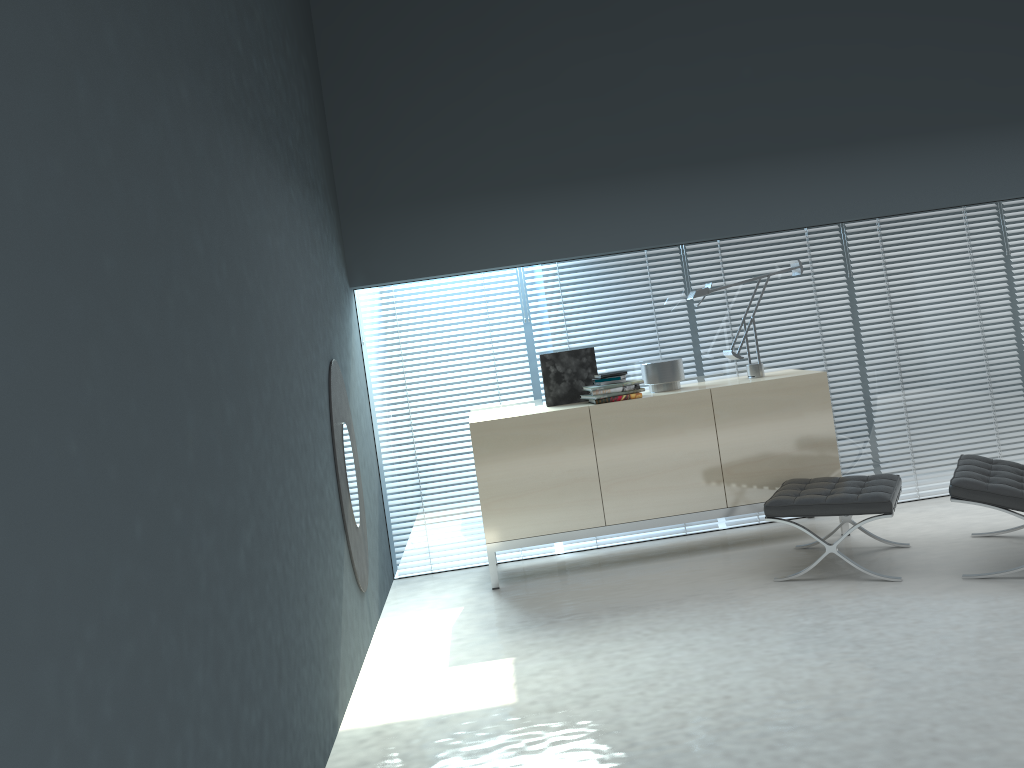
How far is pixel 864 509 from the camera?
4.0 meters

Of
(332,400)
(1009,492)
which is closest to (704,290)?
(1009,492)

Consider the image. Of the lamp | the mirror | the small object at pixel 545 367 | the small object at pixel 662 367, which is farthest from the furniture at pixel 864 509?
the mirror

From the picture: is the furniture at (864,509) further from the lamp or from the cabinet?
the lamp

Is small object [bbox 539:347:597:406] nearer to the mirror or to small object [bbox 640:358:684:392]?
small object [bbox 640:358:684:392]

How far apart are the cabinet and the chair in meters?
0.6 m

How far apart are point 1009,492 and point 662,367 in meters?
1.8 m

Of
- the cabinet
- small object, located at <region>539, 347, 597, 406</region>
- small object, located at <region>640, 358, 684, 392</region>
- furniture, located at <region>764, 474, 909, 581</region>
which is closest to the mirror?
the cabinet

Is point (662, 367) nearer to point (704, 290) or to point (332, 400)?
point (704, 290)

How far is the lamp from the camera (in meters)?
4.92
